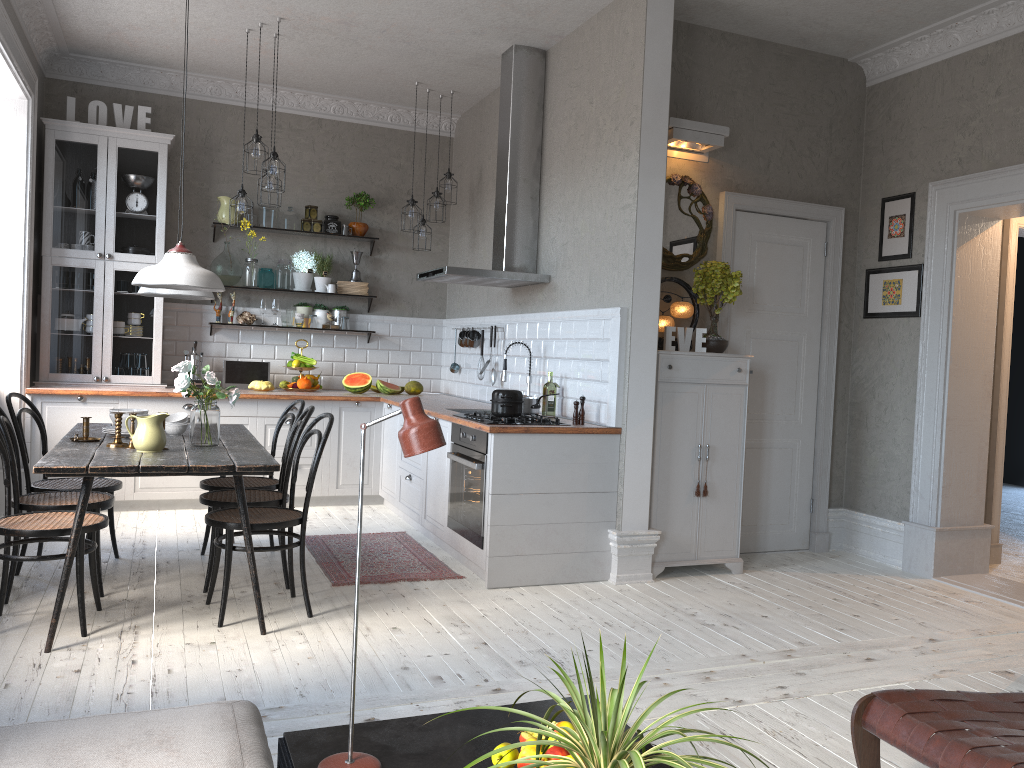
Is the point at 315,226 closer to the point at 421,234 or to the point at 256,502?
the point at 421,234

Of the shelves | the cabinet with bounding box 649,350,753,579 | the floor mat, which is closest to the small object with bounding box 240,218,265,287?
the shelves

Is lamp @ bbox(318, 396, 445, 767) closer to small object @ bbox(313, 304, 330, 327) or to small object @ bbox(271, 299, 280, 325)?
small object @ bbox(271, 299, 280, 325)

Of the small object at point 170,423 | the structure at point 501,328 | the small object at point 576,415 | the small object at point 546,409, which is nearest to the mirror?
the small object at point 546,409

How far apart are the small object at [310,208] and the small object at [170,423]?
3.0m

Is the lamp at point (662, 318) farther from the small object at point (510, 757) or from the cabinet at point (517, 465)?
the small object at point (510, 757)

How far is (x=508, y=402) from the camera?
4.79m

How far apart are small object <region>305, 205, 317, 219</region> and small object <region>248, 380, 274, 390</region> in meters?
1.5

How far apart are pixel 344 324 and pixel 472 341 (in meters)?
1.27

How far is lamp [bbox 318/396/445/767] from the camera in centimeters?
189cm
